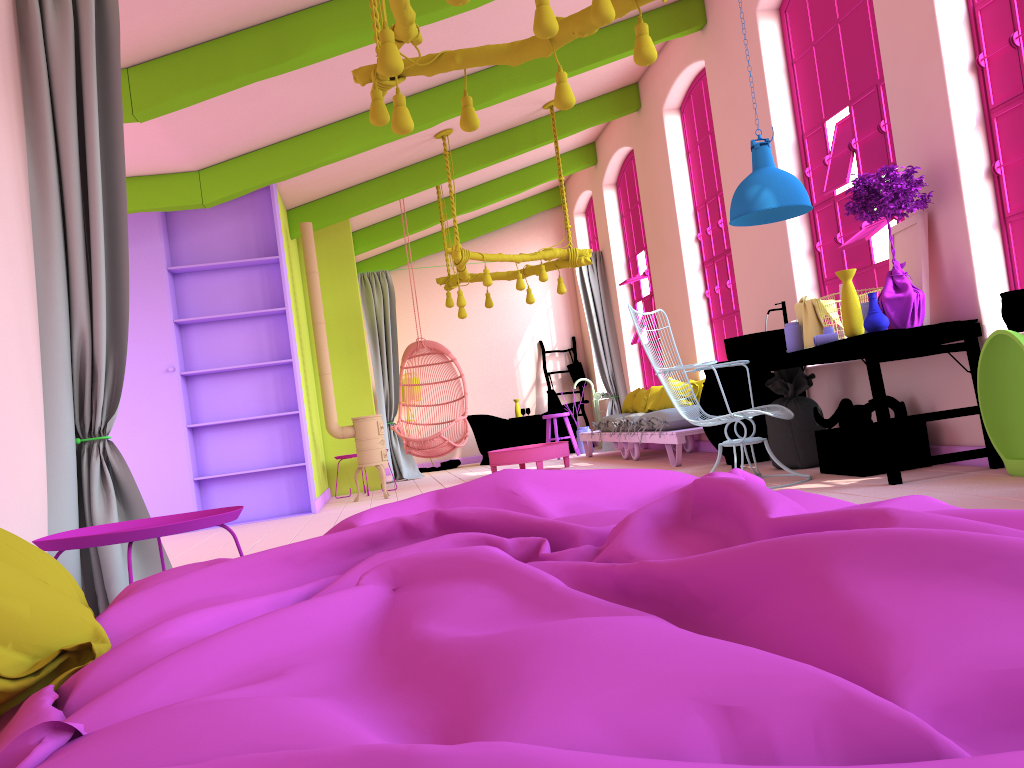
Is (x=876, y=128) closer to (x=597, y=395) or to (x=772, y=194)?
(x=772, y=194)

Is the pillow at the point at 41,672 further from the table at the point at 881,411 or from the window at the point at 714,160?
the window at the point at 714,160

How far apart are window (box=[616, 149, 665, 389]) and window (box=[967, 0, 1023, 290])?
6.2 meters

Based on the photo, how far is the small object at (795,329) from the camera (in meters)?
5.89

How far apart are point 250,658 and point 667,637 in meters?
0.5

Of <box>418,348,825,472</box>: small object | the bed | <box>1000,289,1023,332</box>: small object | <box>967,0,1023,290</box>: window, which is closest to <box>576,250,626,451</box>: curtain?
<box>418,348,825,472</box>: small object

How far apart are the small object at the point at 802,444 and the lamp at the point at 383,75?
2.9m

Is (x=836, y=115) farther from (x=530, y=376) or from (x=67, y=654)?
(x=67, y=654)

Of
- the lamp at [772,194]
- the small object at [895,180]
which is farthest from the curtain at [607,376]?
the small object at [895,180]

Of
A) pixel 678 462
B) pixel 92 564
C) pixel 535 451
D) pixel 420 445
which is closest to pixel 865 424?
pixel 678 462
